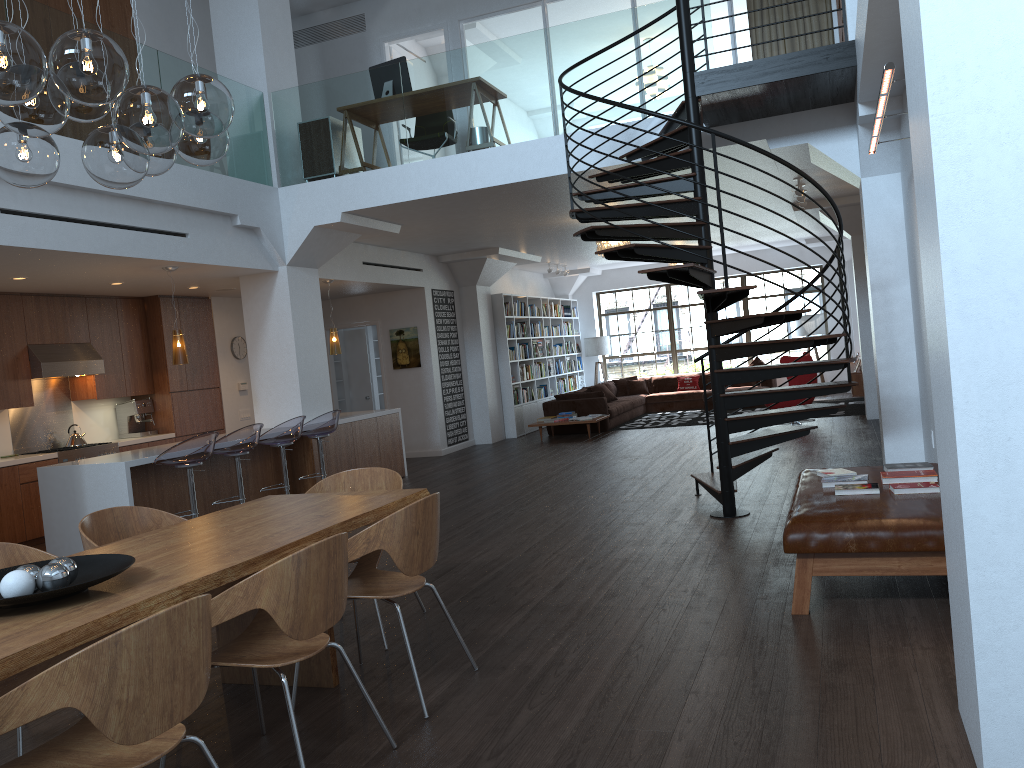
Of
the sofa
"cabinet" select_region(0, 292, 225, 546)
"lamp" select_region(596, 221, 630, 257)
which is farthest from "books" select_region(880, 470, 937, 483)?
the sofa

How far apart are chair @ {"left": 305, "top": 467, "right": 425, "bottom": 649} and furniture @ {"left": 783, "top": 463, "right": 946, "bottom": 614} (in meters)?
2.01

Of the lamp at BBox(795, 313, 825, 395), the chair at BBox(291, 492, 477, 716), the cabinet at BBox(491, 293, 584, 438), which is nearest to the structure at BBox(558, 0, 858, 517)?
the chair at BBox(291, 492, 477, 716)

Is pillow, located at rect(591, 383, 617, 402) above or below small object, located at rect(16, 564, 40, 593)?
below

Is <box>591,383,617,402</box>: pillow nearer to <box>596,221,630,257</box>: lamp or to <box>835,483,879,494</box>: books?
<box>596,221,630,257</box>: lamp

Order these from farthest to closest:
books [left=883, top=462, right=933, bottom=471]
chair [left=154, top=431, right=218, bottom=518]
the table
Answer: chair [left=154, top=431, right=218, bottom=518], books [left=883, top=462, right=933, bottom=471], the table

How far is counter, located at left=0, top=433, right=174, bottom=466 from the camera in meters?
8.4

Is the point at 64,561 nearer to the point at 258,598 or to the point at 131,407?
the point at 258,598

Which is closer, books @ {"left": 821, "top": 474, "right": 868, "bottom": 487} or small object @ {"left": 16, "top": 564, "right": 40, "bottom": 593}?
small object @ {"left": 16, "top": 564, "right": 40, "bottom": 593}

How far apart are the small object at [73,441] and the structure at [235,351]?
2.4 meters
